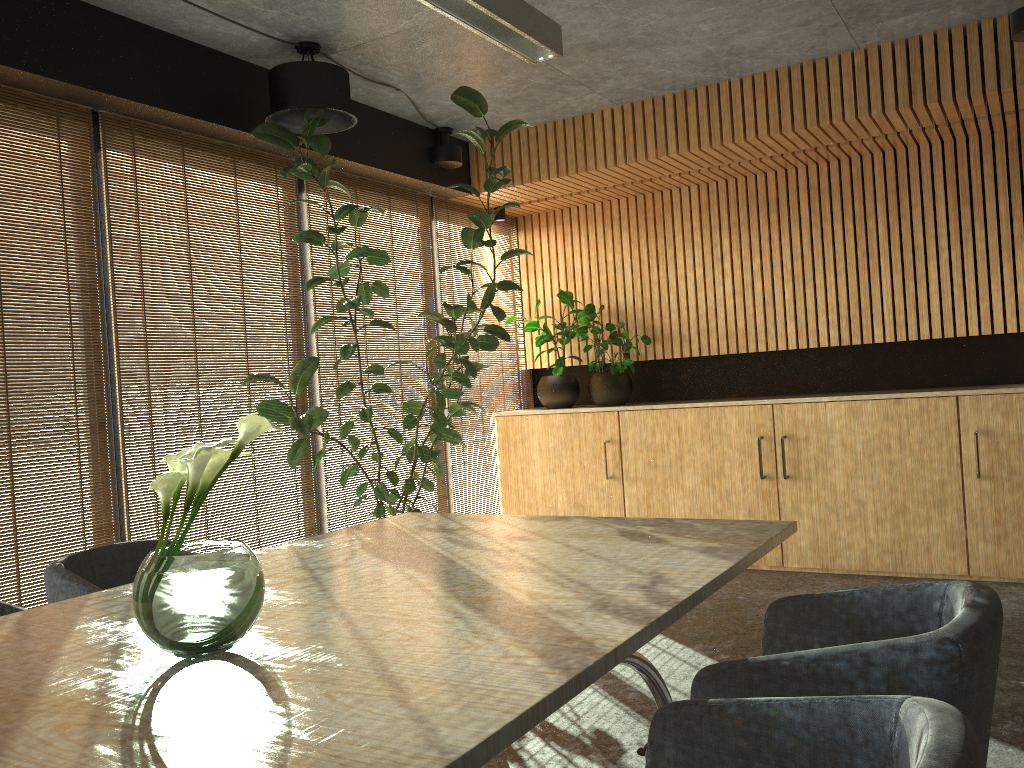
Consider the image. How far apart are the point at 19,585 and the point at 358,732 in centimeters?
332cm

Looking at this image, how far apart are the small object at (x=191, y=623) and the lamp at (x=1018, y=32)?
4.7m

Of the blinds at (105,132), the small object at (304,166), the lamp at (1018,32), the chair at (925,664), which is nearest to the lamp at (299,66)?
the small object at (304,166)

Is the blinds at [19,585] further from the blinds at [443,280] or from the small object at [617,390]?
the small object at [617,390]

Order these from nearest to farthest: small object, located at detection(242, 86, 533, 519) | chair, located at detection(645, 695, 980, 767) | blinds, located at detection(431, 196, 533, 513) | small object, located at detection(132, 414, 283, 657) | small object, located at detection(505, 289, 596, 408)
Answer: chair, located at detection(645, 695, 980, 767) < small object, located at detection(132, 414, 283, 657) < small object, located at detection(242, 86, 533, 519) < blinds, located at detection(431, 196, 533, 513) < small object, located at detection(505, 289, 596, 408)

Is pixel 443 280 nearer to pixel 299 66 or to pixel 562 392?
pixel 562 392

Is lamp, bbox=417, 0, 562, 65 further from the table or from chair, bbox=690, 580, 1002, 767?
chair, bbox=690, 580, 1002, 767

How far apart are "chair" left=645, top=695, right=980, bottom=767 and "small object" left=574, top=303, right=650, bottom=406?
5.52m

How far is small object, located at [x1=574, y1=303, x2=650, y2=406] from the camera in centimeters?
735cm

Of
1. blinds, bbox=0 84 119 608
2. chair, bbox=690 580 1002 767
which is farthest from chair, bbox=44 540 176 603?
chair, bbox=690 580 1002 767
